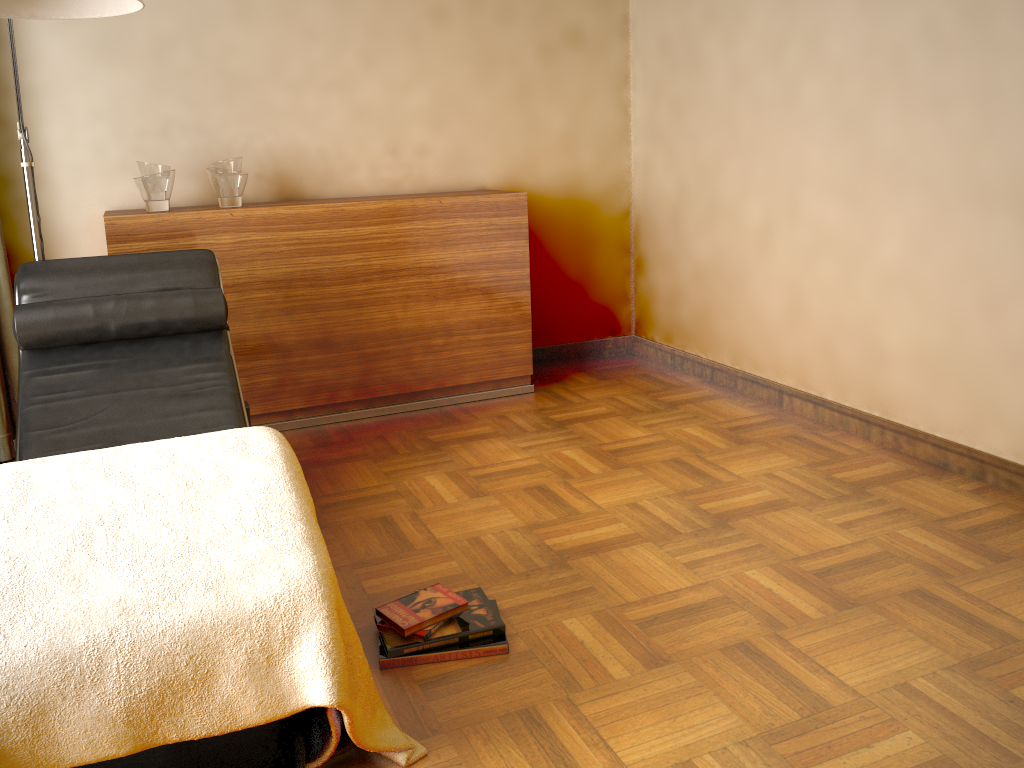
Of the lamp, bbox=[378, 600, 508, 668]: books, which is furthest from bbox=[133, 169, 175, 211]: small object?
bbox=[378, 600, 508, 668]: books

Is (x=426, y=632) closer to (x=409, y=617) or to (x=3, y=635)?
(x=409, y=617)

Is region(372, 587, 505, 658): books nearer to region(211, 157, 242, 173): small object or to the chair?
the chair

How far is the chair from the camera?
2.4m

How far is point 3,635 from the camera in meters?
1.4 m

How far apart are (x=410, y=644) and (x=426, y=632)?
0.0 meters

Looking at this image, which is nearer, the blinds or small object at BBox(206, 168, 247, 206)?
the blinds

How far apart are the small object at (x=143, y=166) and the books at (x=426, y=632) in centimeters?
216cm

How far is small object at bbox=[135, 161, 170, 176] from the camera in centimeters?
326cm

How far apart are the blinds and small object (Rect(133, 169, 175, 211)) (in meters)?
0.53
